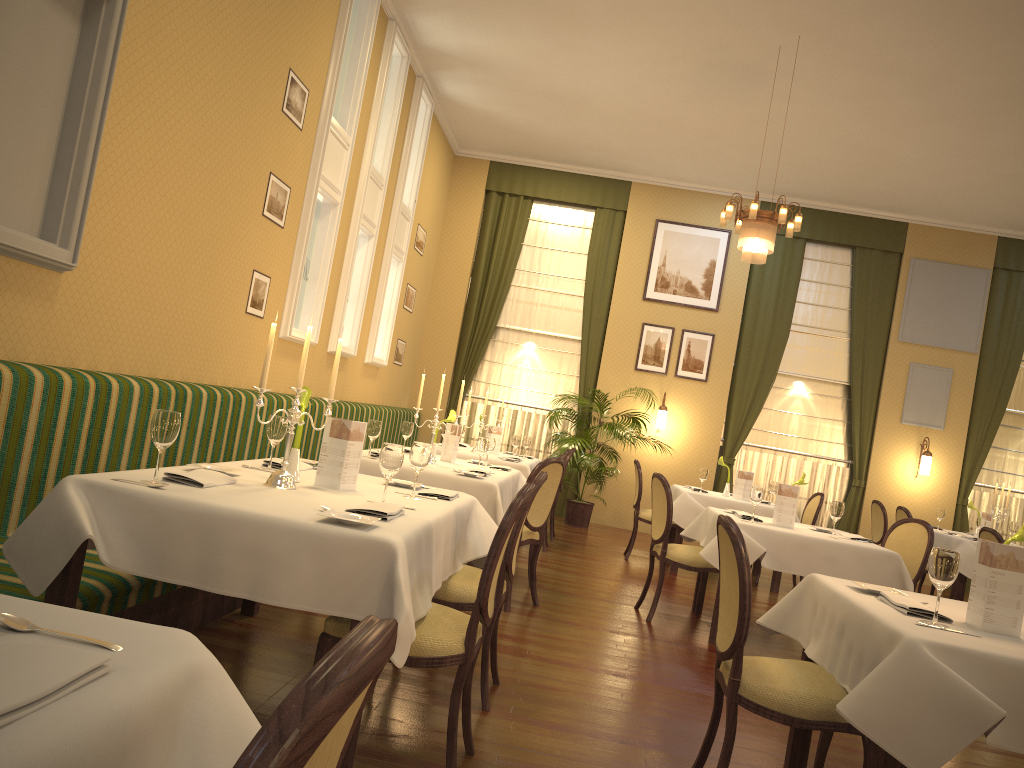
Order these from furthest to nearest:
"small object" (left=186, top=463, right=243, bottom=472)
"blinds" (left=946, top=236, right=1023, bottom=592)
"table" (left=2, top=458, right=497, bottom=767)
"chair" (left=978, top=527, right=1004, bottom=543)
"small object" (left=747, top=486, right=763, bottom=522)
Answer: "blinds" (left=946, top=236, right=1023, bottom=592) < "chair" (left=978, top=527, right=1004, bottom=543) < "small object" (left=747, top=486, right=763, bottom=522) < "small object" (left=186, top=463, right=243, bottom=472) < "table" (left=2, top=458, right=497, bottom=767)

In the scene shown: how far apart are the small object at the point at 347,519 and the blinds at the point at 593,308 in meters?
8.8

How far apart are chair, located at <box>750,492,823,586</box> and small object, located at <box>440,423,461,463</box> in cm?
386

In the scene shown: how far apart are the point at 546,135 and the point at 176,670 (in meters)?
9.90

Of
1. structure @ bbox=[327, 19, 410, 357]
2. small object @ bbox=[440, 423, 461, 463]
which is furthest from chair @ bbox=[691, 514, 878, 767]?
structure @ bbox=[327, 19, 410, 357]

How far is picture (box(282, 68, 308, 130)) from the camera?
5.9 meters

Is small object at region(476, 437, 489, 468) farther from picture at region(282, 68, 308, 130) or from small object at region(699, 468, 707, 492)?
small object at region(699, 468, 707, 492)

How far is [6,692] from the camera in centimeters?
93cm

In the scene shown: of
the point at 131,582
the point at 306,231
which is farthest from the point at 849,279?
the point at 131,582

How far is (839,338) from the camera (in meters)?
11.23
